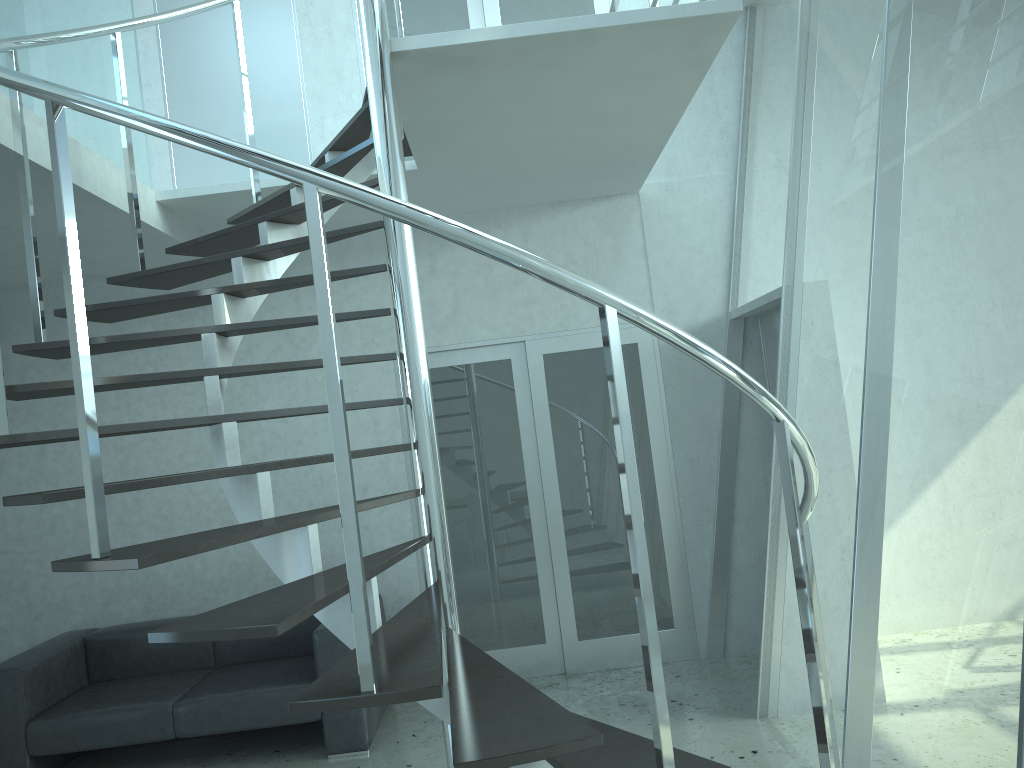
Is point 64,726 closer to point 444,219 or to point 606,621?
point 606,621

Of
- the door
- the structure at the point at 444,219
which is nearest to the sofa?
the door

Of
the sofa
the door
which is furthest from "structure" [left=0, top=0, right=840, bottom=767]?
the sofa

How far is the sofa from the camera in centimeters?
454cm

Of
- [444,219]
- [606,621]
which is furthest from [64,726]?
[444,219]

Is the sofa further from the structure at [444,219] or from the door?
the structure at [444,219]

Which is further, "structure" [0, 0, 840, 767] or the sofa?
the sofa

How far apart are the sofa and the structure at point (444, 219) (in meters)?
1.71

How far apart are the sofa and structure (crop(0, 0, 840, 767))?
1.71m

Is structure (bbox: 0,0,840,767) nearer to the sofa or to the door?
the door
